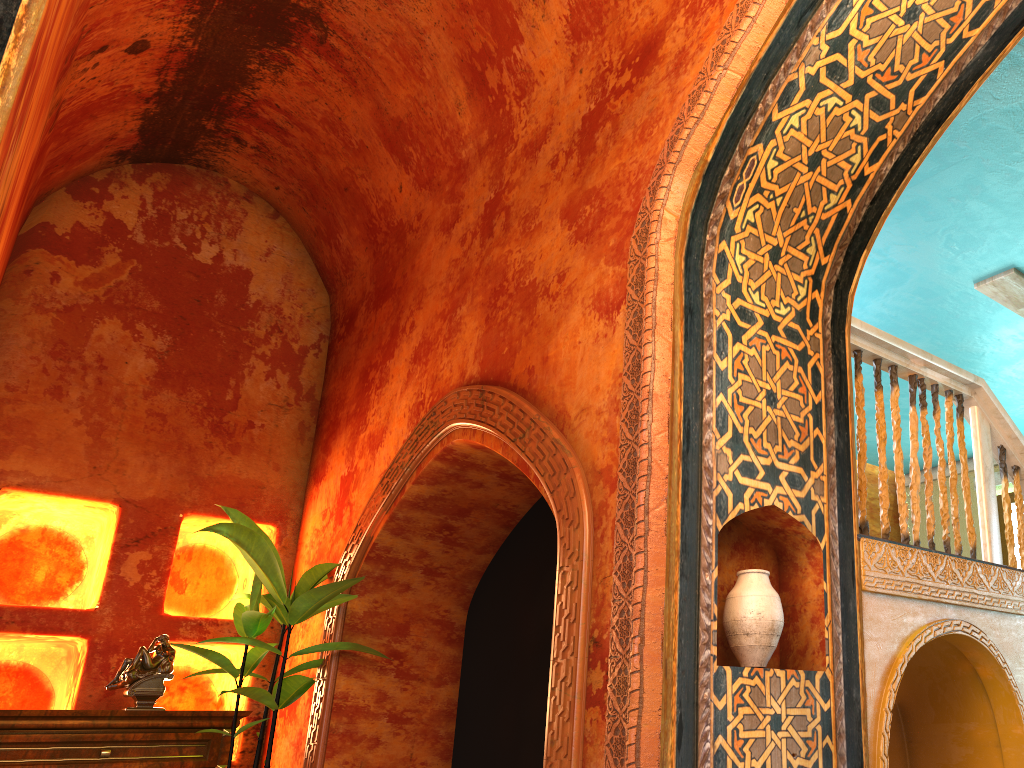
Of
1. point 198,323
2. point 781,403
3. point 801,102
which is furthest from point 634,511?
point 198,323

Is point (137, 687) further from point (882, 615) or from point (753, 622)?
point (882, 615)

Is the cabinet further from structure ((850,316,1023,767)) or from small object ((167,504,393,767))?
structure ((850,316,1023,767))

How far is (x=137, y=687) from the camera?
5.7 meters

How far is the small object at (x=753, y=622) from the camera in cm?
319

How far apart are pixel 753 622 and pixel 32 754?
4.31m

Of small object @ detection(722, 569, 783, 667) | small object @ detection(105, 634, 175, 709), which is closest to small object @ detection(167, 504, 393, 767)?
small object @ detection(105, 634, 175, 709)

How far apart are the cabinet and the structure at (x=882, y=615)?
3.9 meters

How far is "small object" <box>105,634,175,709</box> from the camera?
5.7 meters

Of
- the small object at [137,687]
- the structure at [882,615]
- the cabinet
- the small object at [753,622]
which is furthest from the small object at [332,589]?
the structure at [882,615]
